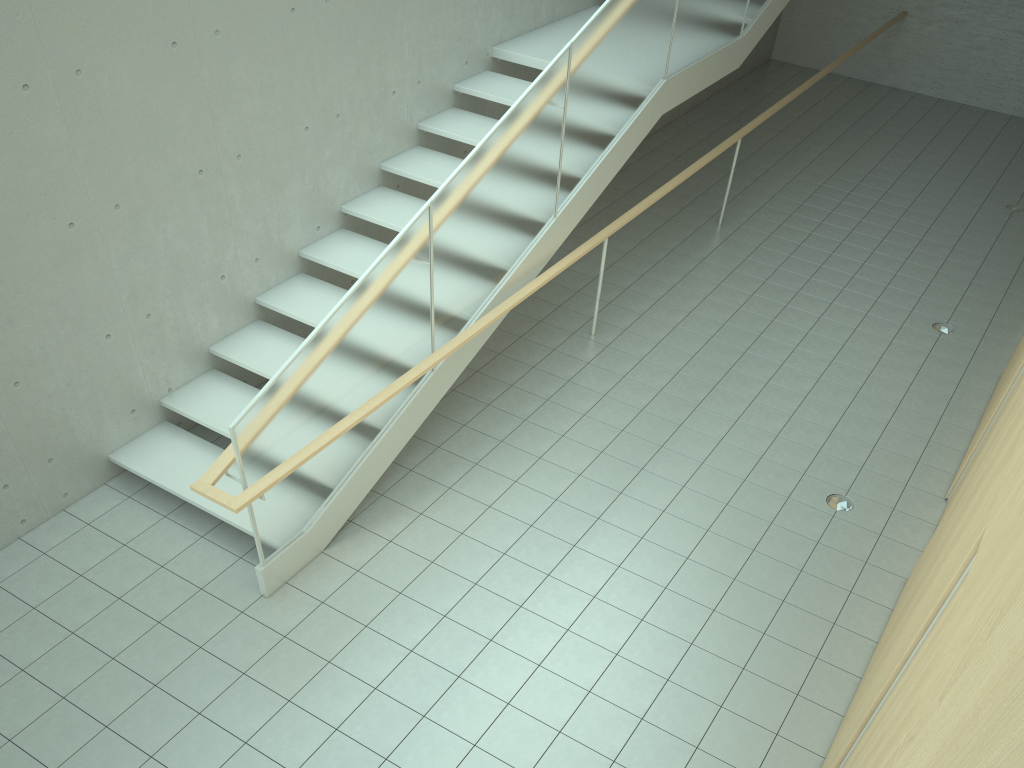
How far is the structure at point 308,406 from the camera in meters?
4.7 m

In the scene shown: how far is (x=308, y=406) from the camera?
4.72m

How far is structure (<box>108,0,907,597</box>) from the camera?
4.72m
